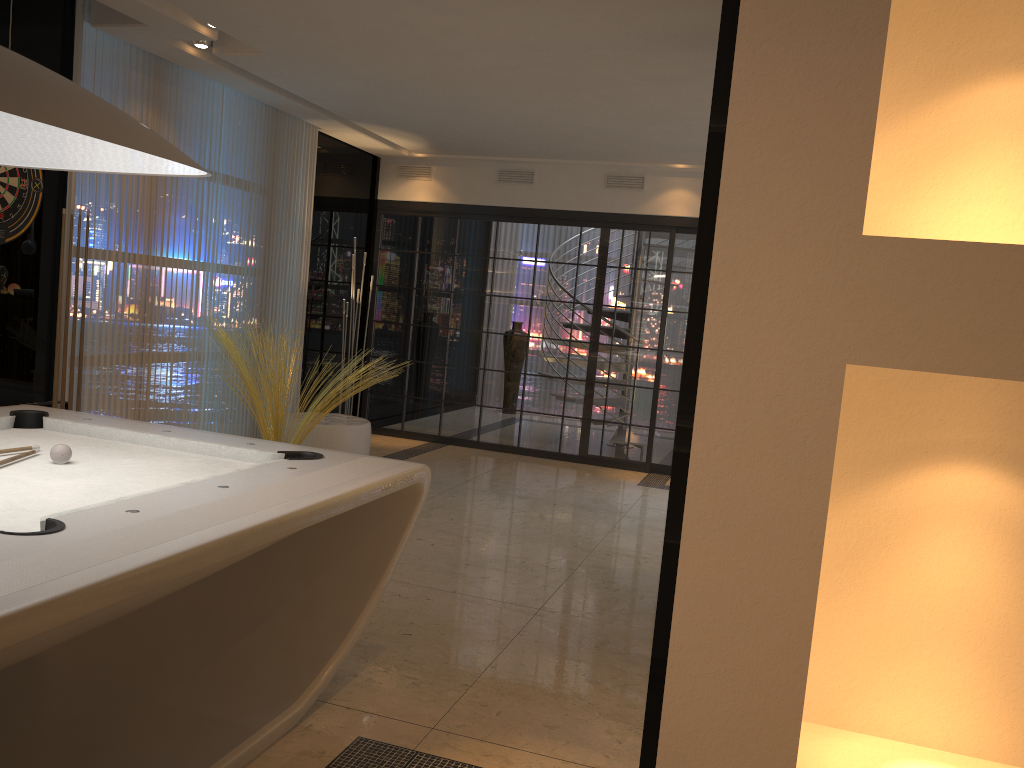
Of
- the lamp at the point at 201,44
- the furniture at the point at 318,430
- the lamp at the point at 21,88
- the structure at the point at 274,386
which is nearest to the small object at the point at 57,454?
the lamp at the point at 21,88

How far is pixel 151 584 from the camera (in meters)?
1.68

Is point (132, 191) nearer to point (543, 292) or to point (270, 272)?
point (270, 272)

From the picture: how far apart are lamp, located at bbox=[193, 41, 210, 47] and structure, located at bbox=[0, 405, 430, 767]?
2.80m

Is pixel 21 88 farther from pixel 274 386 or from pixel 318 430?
pixel 318 430

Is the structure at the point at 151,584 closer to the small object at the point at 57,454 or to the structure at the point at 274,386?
the small object at the point at 57,454

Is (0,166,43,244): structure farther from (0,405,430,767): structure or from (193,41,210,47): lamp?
(0,405,430,767): structure

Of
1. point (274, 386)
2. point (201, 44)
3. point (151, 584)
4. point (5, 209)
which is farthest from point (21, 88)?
point (274, 386)

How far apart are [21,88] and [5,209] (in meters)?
3.10

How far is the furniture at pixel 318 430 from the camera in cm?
659
